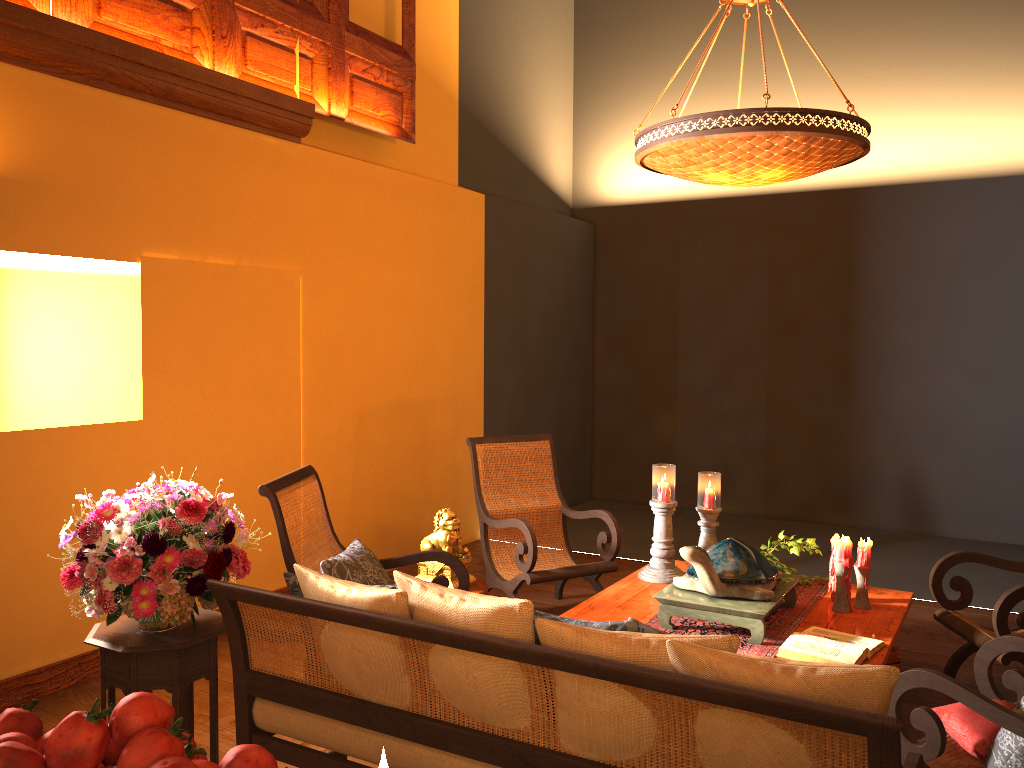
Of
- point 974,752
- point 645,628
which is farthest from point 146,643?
point 974,752

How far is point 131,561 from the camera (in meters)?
2.64

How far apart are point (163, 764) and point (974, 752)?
2.4m

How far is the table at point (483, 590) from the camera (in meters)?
4.21

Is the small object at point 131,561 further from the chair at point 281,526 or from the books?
the books

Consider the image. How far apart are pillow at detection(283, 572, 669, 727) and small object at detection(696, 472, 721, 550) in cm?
248

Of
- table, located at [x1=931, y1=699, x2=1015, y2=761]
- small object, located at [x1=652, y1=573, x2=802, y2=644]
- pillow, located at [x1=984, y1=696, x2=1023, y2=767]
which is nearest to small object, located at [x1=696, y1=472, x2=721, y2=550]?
small object, located at [x1=652, y1=573, x2=802, y2=644]

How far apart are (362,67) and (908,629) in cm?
458

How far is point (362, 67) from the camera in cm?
554

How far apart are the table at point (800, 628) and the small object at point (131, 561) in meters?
1.5
